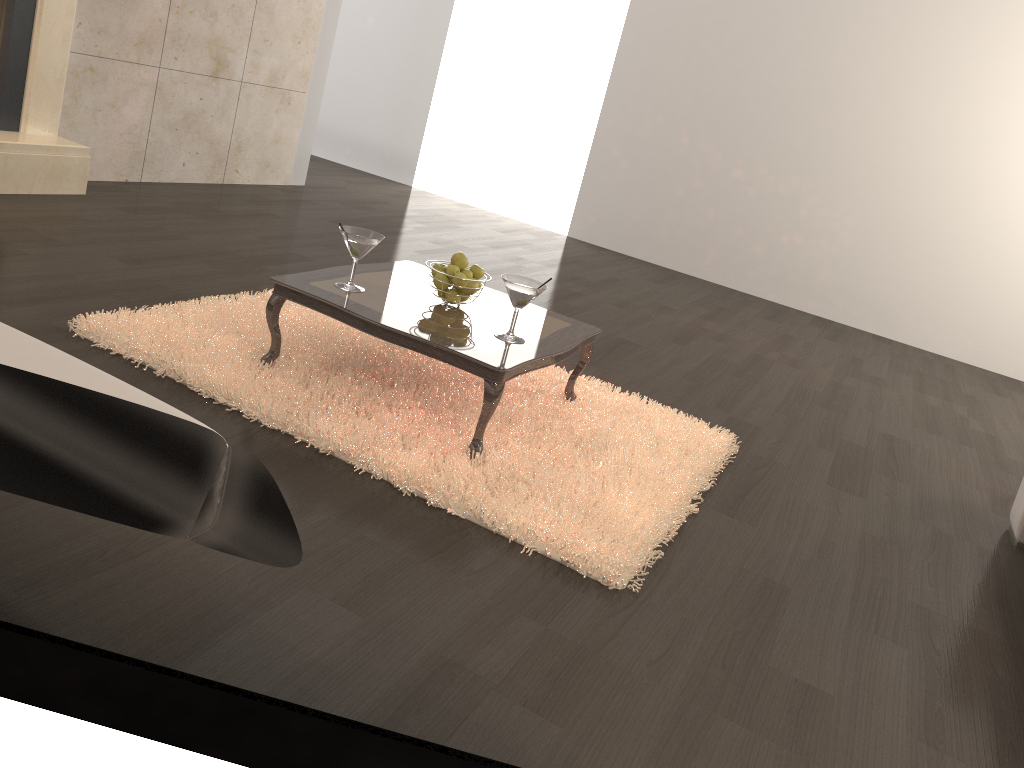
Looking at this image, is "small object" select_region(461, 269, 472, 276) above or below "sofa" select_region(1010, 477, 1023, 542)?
above

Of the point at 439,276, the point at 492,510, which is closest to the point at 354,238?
the point at 439,276

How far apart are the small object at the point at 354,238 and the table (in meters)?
0.03

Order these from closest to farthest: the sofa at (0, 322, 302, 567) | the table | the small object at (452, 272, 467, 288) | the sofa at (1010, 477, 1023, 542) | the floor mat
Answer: the sofa at (0, 322, 302, 567)
the floor mat
the table
the small object at (452, 272, 467, 288)
the sofa at (1010, 477, 1023, 542)

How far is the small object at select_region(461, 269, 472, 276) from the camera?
3.0m

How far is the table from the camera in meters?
2.6 m

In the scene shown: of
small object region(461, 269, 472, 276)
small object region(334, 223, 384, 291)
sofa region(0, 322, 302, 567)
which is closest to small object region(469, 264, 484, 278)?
small object region(461, 269, 472, 276)

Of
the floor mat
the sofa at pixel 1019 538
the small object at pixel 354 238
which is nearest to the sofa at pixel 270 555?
the floor mat

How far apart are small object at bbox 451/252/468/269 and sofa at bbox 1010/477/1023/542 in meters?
2.1

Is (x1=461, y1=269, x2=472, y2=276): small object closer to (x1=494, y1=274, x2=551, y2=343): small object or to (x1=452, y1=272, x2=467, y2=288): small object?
(x1=452, y1=272, x2=467, y2=288): small object
